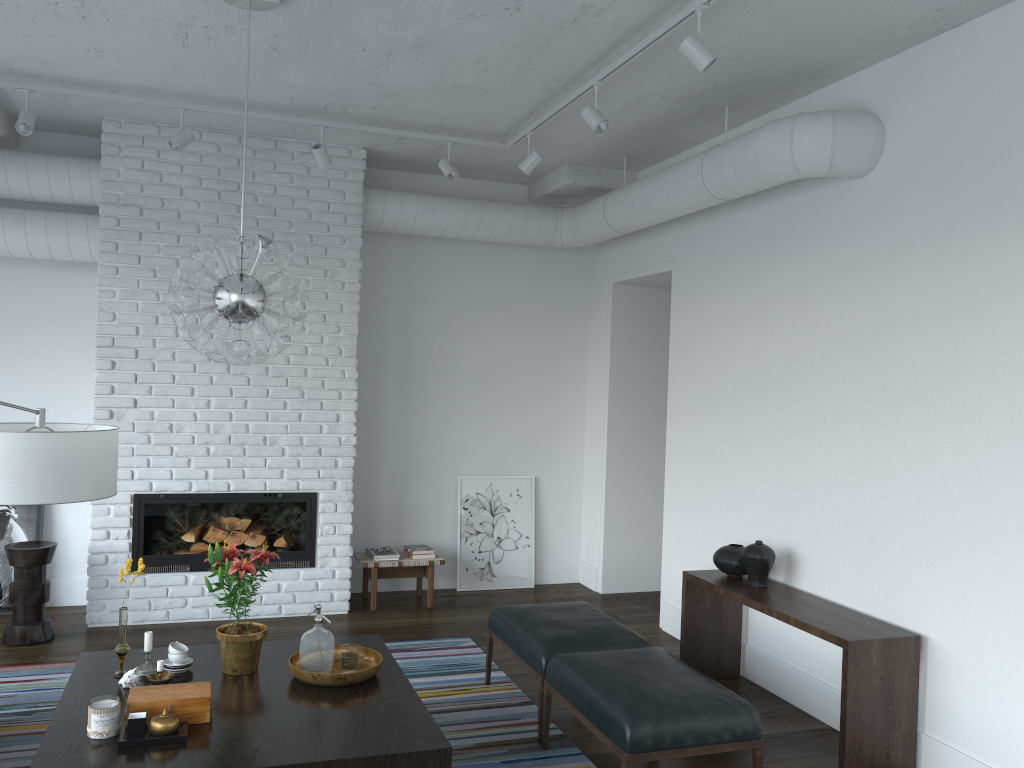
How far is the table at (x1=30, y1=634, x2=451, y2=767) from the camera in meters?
2.9

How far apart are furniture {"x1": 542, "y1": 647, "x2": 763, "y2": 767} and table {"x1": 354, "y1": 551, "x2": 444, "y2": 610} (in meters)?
2.52

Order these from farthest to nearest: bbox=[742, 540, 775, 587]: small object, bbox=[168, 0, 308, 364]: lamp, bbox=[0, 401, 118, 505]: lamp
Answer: bbox=[742, 540, 775, 587]: small object, bbox=[168, 0, 308, 364]: lamp, bbox=[0, 401, 118, 505]: lamp

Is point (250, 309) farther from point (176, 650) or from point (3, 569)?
point (3, 569)

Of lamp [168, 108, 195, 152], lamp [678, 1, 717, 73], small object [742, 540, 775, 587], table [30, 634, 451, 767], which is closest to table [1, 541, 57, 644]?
table [30, 634, 451, 767]

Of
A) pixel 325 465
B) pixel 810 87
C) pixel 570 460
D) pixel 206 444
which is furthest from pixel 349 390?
pixel 810 87

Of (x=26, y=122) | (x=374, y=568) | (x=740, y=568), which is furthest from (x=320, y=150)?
(x=740, y=568)

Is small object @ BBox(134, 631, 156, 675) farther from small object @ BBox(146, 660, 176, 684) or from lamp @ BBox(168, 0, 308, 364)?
lamp @ BBox(168, 0, 308, 364)

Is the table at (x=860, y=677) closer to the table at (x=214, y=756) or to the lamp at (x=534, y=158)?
the table at (x=214, y=756)

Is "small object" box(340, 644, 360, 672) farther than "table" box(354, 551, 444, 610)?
No
